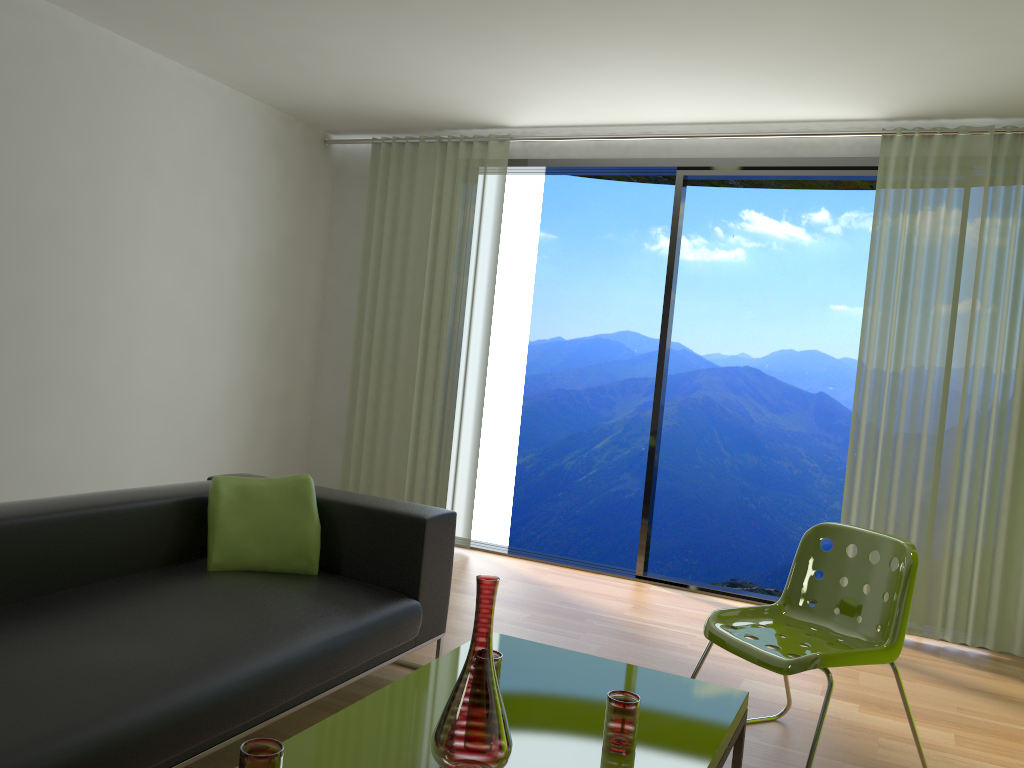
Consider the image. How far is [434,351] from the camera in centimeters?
565cm

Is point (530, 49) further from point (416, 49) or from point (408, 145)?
point (408, 145)

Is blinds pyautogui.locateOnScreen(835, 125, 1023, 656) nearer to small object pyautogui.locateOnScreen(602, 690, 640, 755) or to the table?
the table

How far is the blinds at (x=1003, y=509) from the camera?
4.3m

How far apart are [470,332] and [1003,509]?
3.1 meters

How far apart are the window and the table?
2.6m

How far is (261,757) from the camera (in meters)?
1.54

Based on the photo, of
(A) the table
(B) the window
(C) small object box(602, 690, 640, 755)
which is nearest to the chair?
(A) the table

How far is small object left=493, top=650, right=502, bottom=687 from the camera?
2.2m

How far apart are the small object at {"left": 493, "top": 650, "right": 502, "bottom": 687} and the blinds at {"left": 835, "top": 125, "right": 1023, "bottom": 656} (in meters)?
2.99
